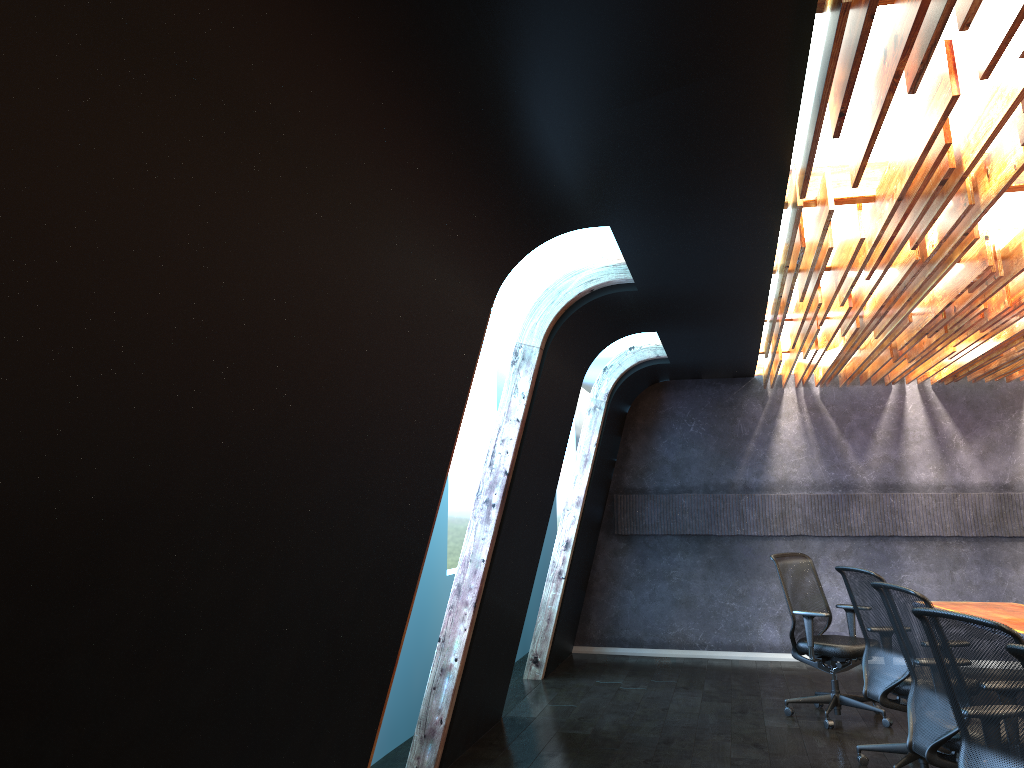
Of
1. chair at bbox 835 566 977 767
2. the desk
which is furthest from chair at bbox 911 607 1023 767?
the desk

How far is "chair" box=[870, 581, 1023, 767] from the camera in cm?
443

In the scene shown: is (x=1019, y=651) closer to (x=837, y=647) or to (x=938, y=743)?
(x=938, y=743)

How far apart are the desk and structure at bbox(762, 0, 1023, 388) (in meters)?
2.16

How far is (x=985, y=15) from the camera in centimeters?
259cm

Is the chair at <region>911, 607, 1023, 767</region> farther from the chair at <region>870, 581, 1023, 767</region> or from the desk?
the desk

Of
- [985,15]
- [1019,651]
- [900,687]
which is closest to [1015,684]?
[1019,651]

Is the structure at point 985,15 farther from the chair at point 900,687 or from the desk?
the desk

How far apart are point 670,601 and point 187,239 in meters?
9.1

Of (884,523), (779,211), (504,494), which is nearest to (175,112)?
(779,211)
